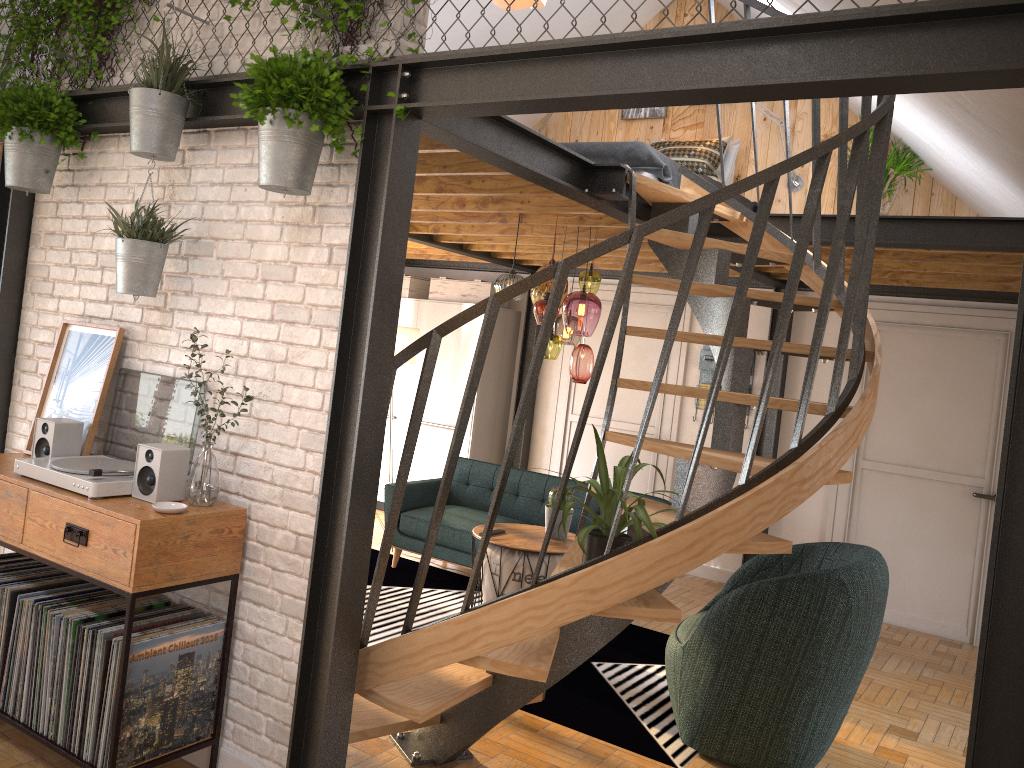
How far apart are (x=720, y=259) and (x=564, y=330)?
1.4m

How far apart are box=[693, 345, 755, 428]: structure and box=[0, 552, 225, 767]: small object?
4.84m

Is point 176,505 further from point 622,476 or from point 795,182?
point 795,182

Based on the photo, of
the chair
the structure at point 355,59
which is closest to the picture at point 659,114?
the chair

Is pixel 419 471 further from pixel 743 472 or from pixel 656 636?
pixel 743 472

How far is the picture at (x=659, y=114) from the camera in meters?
7.5

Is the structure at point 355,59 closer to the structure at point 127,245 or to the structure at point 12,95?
the structure at point 127,245

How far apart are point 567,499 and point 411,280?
3.8m

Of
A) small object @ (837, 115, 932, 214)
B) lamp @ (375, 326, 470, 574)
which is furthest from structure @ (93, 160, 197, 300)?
small object @ (837, 115, 932, 214)

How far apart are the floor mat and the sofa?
0.1 meters
